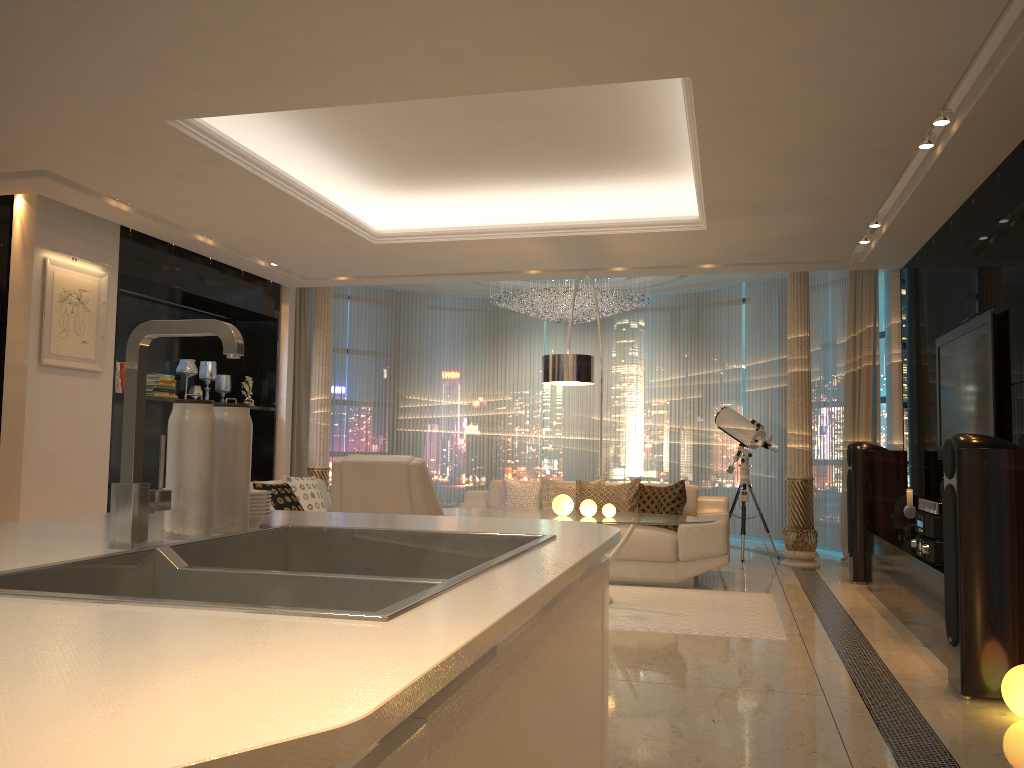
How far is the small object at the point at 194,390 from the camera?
8.0m

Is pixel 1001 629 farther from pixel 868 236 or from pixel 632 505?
pixel 868 236

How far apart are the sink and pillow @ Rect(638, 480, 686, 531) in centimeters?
575cm

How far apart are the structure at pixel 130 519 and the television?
4.7m

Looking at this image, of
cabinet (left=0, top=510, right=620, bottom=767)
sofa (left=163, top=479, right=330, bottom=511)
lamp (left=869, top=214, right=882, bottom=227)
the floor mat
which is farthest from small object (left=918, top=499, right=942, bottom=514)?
sofa (left=163, top=479, right=330, bottom=511)

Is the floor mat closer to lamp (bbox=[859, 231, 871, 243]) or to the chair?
the chair

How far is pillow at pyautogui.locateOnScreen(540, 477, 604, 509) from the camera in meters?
7.4 m

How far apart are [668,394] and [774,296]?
1.9m

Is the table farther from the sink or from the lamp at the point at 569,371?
the sink

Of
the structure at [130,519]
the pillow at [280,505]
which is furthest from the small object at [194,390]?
the structure at [130,519]
